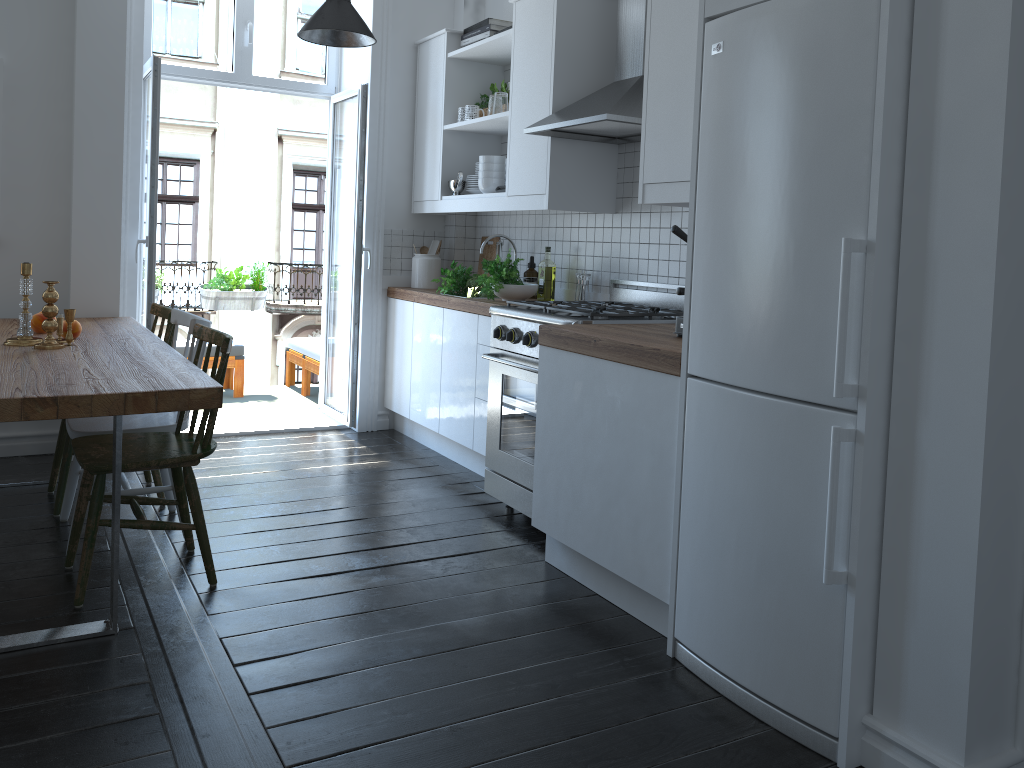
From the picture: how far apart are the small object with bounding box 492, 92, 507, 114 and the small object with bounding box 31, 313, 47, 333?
2.3m

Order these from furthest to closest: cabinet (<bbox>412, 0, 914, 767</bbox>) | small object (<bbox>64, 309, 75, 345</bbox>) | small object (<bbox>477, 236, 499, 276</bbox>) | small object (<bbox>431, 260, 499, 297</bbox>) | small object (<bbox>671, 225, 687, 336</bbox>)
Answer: small object (<bbox>477, 236, 499, 276</bbox>), small object (<bbox>431, 260, 499, 297</bbox>), small object (<bbox>64, 309, 75, 345</bbox>), small object (<bbox>671, 225, 687, 336</bbox>), cabinet (<bbox>412, 0, 914, 767</bbox>)

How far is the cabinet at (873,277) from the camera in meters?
1.9 m

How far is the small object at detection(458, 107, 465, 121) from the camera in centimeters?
482cm

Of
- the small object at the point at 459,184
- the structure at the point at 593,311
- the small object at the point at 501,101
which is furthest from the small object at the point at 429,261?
the structure at the point at 593,311

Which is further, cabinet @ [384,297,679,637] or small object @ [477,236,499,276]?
small object @ [477,236,499,276]

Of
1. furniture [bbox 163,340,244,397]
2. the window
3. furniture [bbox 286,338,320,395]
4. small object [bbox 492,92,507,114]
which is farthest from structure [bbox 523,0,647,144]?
furniture [bbox 163,340,244,397]

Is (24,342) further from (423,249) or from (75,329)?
(423,249)

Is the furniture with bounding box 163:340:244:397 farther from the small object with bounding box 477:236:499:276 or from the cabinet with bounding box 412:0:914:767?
the small object with bounding box 477:236:499:276

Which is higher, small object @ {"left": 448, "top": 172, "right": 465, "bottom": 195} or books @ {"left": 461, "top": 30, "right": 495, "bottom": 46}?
books @ {"left": 461, "top": 30, "right": 495, "bottom": 46}
